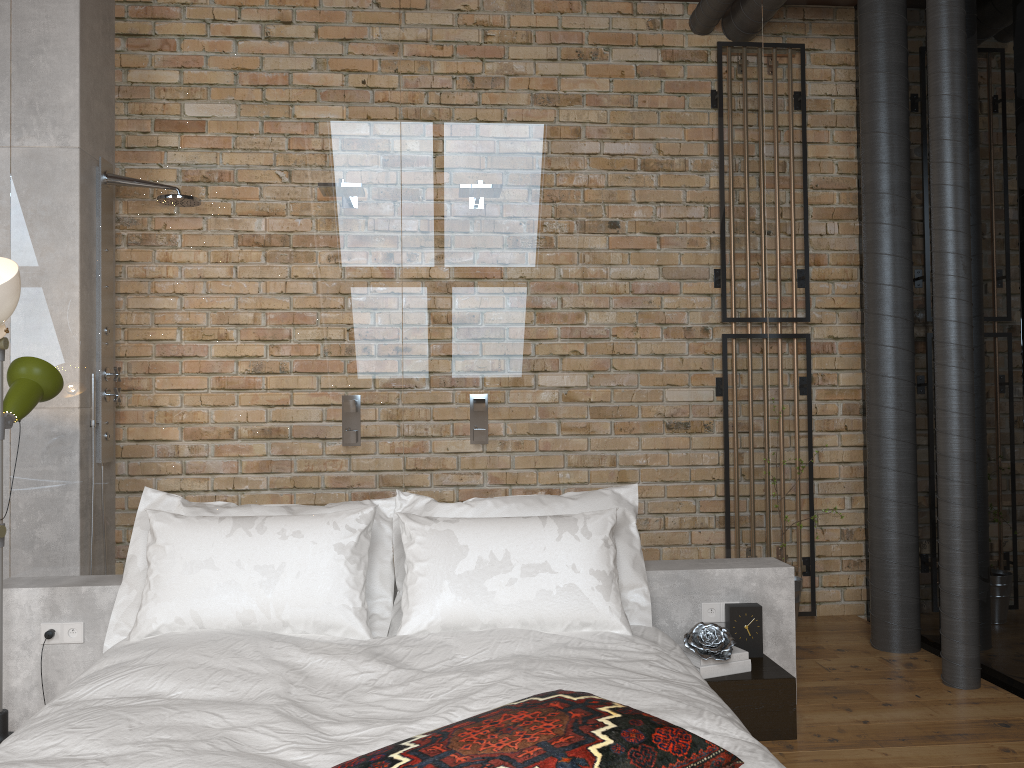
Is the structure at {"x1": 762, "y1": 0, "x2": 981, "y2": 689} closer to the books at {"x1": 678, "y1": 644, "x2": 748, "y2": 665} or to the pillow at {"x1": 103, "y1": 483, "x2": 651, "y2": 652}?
the books at {"x1": 678, "y1": 644, "x2": 748, "y2": 665}

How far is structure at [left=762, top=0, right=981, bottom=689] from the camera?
3.4 meters

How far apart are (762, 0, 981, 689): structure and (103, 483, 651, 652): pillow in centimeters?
123cm

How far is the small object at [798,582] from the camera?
4.21m

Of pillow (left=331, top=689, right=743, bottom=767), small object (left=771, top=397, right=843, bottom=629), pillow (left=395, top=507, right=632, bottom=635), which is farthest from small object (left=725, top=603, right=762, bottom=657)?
pillow (left=331, top=689, right=743, bottom=767)

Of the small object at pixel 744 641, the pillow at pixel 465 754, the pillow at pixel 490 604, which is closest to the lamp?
the pillow at pixel 490 604

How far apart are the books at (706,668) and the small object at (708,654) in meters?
0.0

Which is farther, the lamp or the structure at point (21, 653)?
the structure at point (21, 653)

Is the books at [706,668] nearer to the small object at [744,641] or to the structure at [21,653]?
the small object at [744,641]

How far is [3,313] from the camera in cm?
271
